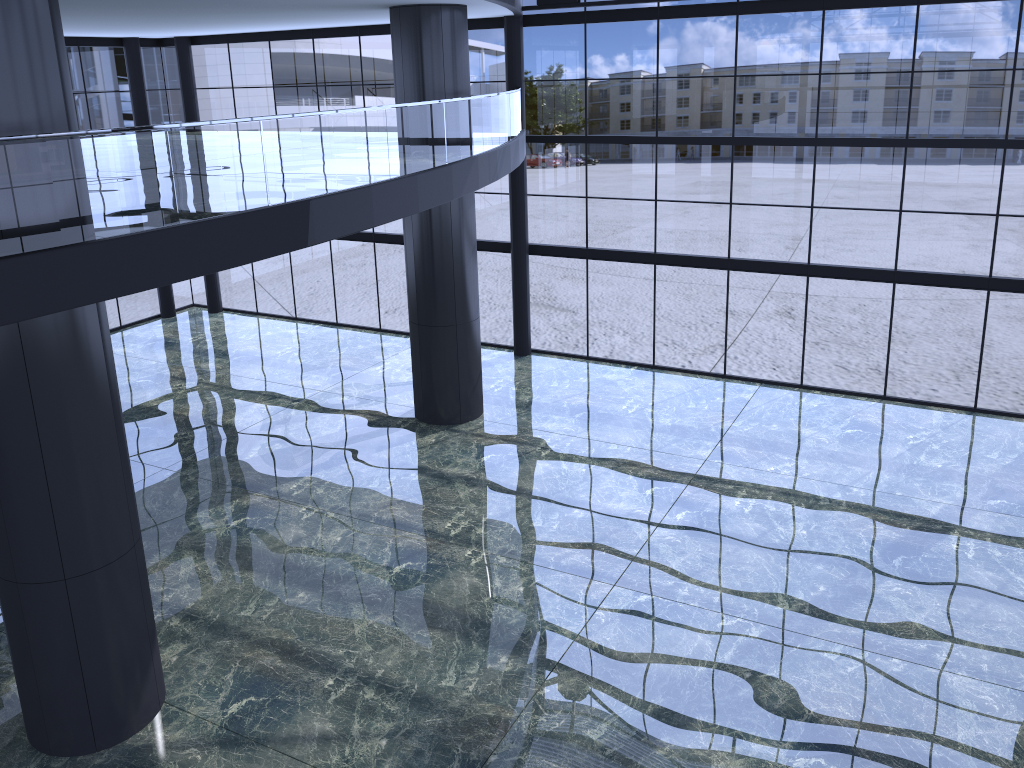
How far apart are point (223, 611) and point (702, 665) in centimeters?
726cm
